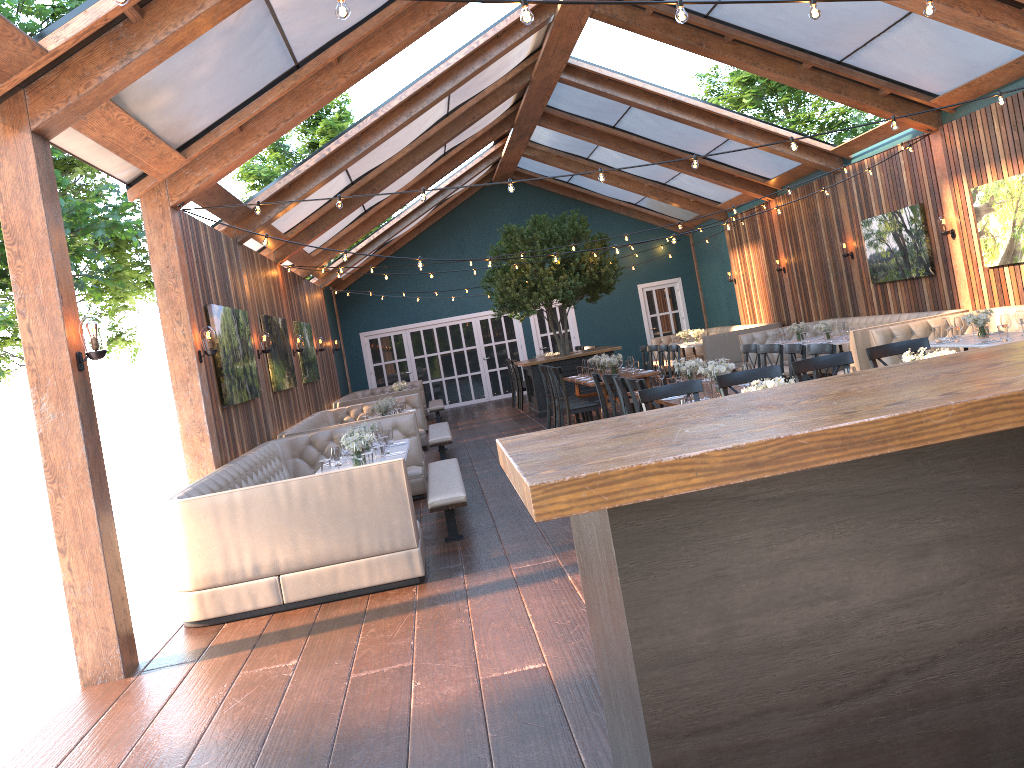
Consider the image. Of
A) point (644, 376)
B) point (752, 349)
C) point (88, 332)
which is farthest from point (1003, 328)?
point (88, 332)

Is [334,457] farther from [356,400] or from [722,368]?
[356,400]

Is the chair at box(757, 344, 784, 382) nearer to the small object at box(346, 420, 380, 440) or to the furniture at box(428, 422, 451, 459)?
the small object at box(346, 420, 380, 440)

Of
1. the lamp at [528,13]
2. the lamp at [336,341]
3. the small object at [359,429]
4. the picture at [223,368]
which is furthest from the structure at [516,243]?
the lamp at [528,13]

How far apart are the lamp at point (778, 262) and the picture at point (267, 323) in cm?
946

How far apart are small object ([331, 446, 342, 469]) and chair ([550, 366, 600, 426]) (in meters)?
5.01

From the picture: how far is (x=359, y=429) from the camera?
8.5 meters

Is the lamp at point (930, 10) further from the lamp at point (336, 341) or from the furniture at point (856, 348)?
the lamp at point (336, 341)

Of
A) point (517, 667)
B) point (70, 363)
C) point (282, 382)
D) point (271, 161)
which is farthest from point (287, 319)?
point (271, 161)

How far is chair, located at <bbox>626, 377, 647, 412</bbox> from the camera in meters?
7.2
